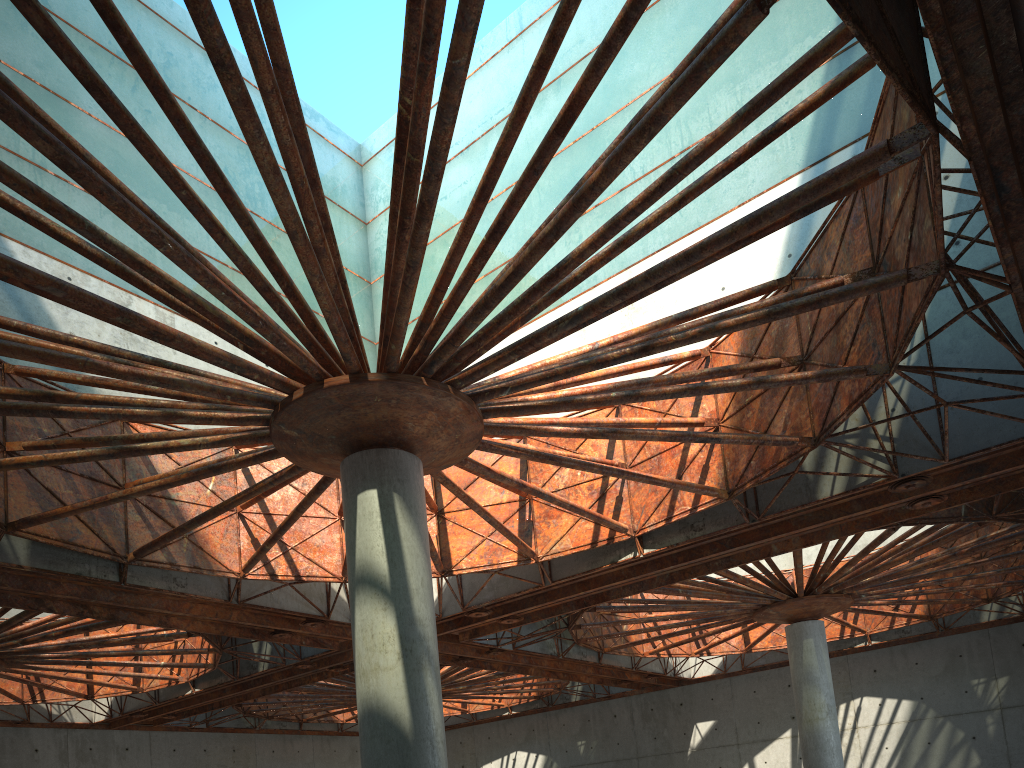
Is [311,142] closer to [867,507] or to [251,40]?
[251,40]

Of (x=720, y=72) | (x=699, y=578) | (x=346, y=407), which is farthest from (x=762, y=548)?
(x=346, y=407)
